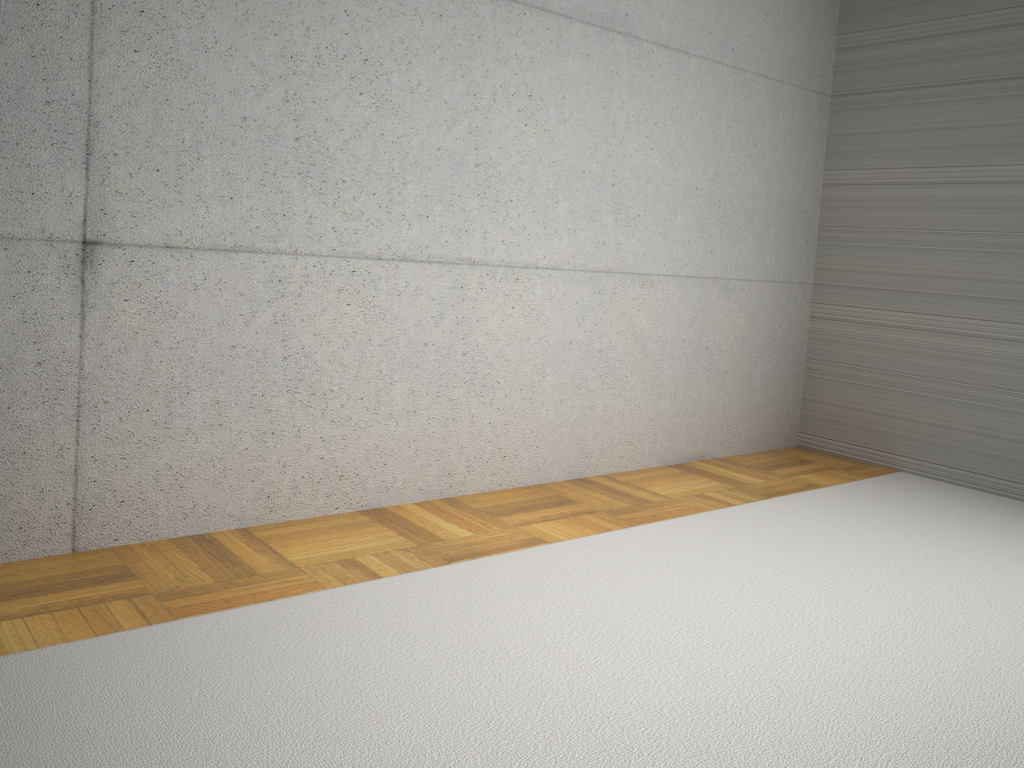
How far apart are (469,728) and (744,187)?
3.9m
